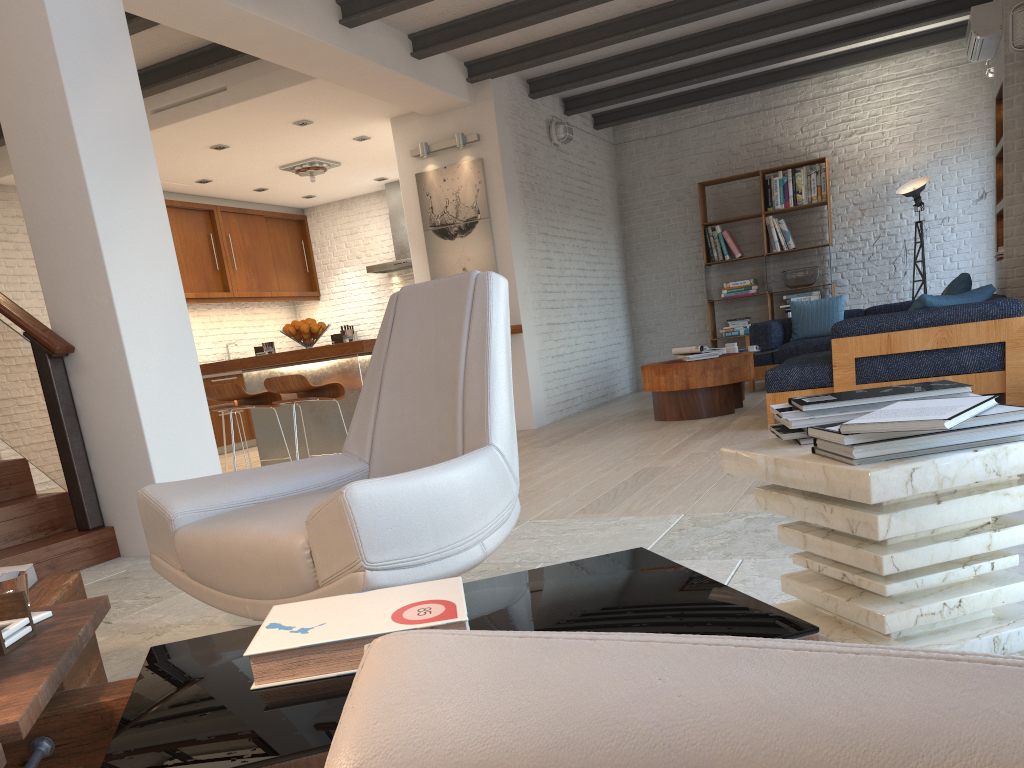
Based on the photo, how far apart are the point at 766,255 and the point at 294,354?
6.02m

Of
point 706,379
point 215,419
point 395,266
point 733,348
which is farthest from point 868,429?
point 395,266

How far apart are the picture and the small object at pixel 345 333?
2.07m

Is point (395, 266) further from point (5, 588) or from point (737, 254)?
point (5, 588)

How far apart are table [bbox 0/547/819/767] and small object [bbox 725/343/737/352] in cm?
615

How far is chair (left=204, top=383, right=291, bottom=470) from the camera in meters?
5.9 m

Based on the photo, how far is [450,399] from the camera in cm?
257

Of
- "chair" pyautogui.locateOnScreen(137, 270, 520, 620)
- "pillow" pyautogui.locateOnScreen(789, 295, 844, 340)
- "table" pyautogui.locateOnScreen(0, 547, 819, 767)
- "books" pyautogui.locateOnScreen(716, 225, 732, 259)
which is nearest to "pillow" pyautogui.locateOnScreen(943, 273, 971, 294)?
"pillow" pyautogui.locateOnScreen(789, 295, 844, 340)

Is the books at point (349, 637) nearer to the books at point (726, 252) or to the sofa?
the sofa

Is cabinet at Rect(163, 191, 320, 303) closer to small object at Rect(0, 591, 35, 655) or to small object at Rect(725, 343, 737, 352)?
small object at Rect(725, 343, 737, 352)
